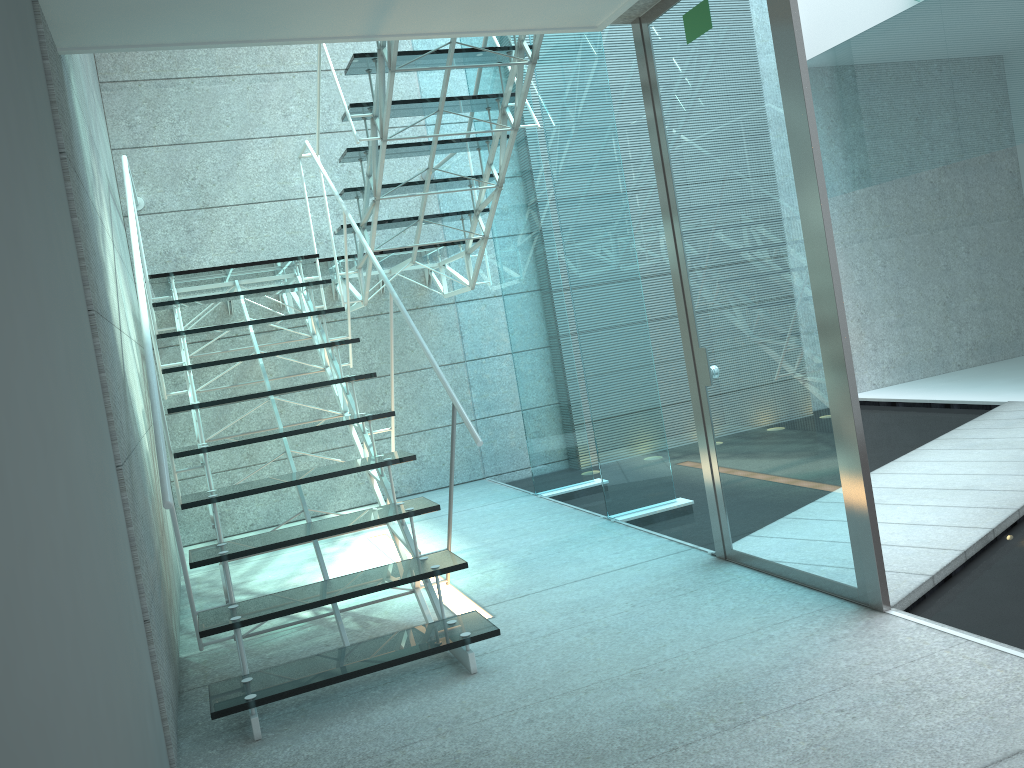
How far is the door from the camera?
2.58m

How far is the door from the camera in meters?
2.6 m

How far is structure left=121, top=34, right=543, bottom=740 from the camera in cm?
259

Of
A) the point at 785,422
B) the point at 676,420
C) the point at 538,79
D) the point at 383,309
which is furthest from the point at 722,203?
the point at 383,309

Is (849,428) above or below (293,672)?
above

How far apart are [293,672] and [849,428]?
1.78m

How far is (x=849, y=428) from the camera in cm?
258

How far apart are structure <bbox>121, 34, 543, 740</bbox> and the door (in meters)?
0.55
